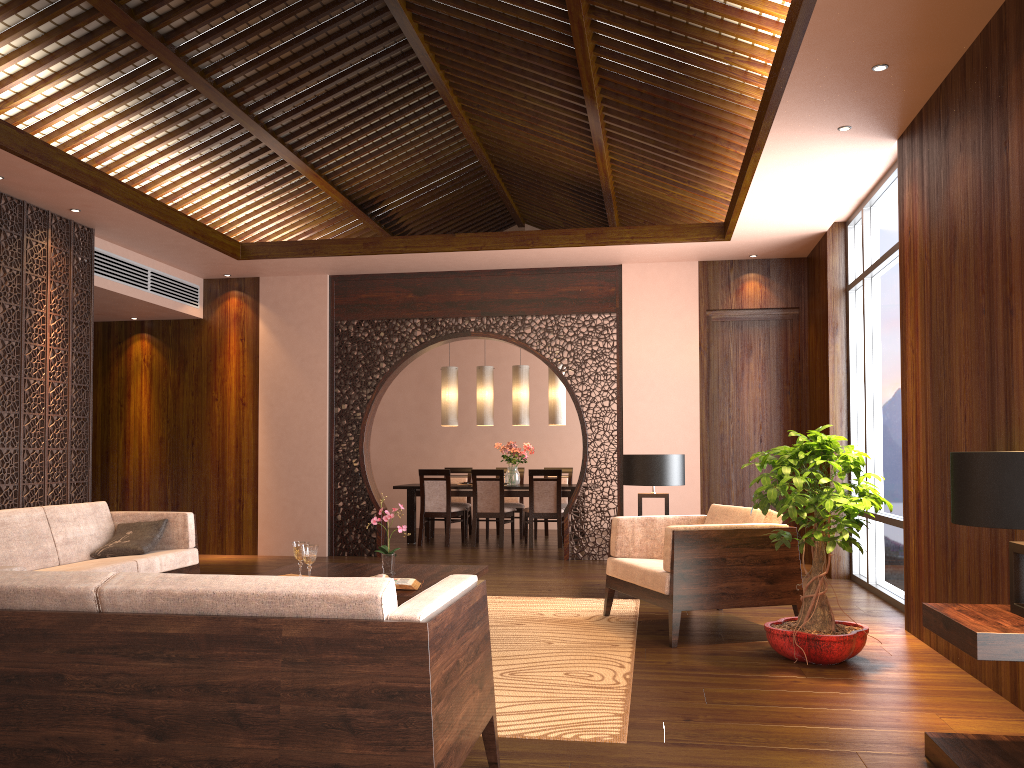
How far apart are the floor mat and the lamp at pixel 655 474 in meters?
0.8 m

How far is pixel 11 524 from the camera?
5.07m

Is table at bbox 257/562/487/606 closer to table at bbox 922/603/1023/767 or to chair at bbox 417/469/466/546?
table at bbox 922/603/1023/767

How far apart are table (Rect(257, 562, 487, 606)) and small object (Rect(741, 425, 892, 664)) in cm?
153

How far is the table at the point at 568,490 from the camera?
9.8 meters

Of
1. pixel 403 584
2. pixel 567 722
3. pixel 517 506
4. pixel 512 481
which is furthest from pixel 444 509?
pixel 567 722

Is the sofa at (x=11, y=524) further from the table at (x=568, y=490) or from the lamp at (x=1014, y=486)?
the lamp at (x=1014, y=486)

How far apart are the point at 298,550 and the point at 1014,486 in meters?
3.3 m

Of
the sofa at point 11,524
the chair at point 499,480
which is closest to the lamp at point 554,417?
the chair at point 499,480

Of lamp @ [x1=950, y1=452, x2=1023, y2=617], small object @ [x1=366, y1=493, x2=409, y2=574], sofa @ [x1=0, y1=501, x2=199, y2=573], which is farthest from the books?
lamp @ [x1=950, y1=452, x2=1023, y2=617]
